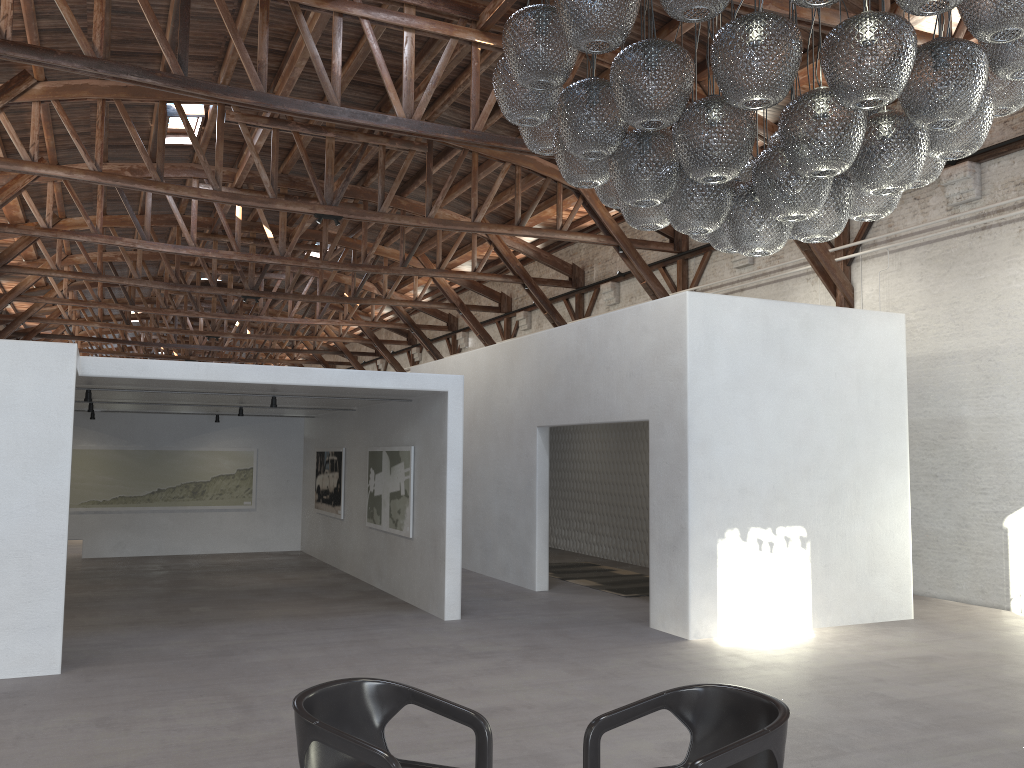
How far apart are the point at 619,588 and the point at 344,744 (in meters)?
8.53

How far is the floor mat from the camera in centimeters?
1124cm

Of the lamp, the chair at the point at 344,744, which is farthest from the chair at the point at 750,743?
the lamp

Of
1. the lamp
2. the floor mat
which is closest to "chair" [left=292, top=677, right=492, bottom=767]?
the lamp

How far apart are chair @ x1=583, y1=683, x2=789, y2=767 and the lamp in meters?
2.0 m

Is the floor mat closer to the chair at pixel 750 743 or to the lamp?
the lamp

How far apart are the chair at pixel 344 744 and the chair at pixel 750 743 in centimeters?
37cm

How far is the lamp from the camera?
3.4m

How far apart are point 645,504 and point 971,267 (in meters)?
5.64

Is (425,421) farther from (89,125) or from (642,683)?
(89,125)
